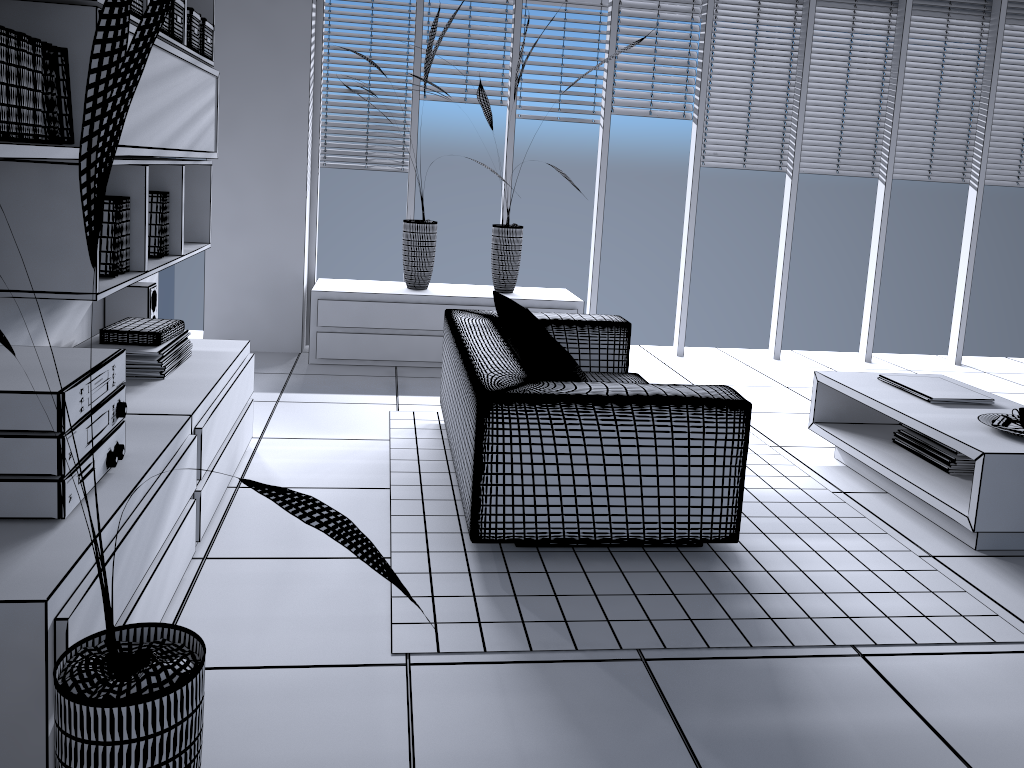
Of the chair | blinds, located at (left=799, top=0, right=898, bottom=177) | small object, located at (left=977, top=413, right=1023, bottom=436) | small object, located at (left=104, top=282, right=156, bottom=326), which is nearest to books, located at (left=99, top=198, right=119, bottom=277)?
small object, located at (left=104, top=282, right=156, bottom=326)

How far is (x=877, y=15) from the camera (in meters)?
6.06

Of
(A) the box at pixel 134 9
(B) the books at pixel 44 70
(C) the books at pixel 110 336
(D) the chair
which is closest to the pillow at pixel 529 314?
(D) the chair

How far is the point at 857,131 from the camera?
6.20m

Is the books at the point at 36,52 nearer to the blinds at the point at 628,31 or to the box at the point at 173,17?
the box at the point at 173,17

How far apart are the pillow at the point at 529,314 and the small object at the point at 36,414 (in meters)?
1.69

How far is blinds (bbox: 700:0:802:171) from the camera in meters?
5.9 m

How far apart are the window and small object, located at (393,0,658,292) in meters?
0.5

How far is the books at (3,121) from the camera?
2.0m

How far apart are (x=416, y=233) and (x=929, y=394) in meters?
3.1 m
